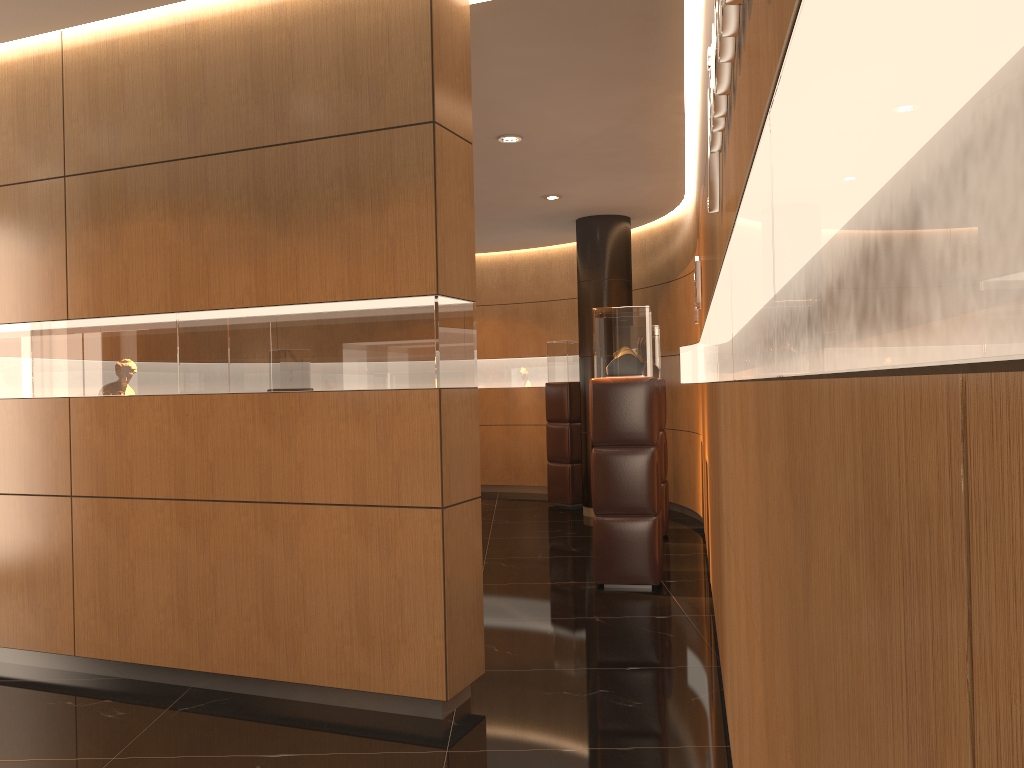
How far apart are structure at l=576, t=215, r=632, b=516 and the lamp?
3.16m

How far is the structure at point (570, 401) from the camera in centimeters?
1056cm

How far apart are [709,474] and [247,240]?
3.1m

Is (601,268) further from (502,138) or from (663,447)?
(502,138)

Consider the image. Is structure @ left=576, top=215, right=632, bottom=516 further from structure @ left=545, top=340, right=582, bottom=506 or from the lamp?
the lamp

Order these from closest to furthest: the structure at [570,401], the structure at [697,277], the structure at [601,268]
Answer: the structure at [697,277]
the structure at [601,268]
the structure at [570,401]

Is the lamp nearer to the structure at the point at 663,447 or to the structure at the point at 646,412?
the structure at the point at 646,412

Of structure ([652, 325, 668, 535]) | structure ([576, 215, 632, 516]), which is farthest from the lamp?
structure ([576, 215, 632, 516])

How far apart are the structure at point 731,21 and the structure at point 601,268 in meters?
6.8 m

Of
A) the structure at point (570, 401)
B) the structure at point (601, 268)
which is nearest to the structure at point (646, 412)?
the structure at point (601, 268)
